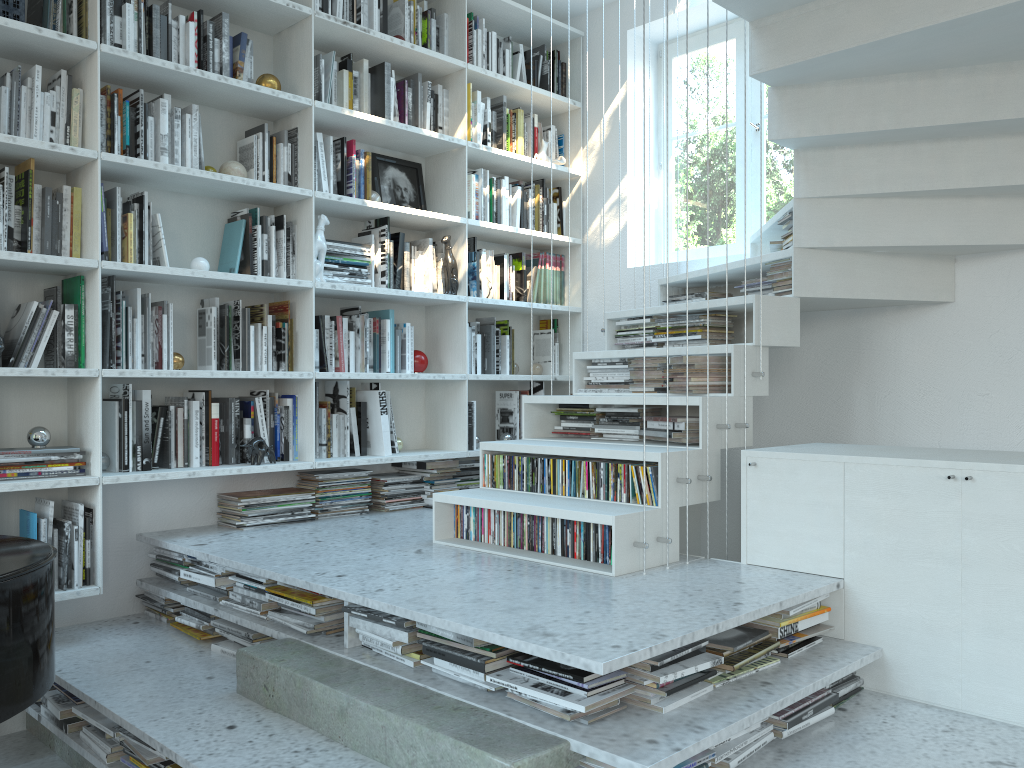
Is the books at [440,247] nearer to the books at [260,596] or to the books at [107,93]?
the books at [107,93]

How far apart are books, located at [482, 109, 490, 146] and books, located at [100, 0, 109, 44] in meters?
1.8

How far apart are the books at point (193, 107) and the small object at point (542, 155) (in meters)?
1.87

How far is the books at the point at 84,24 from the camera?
3.1m

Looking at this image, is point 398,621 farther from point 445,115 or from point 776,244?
point 445,115

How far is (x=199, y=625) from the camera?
3.03m

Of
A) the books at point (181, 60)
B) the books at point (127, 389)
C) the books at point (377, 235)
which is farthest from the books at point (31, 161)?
the books at point (377, 235)

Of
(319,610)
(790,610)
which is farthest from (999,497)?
(319,610)

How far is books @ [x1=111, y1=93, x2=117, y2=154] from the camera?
3.15m

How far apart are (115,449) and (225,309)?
0.7m
